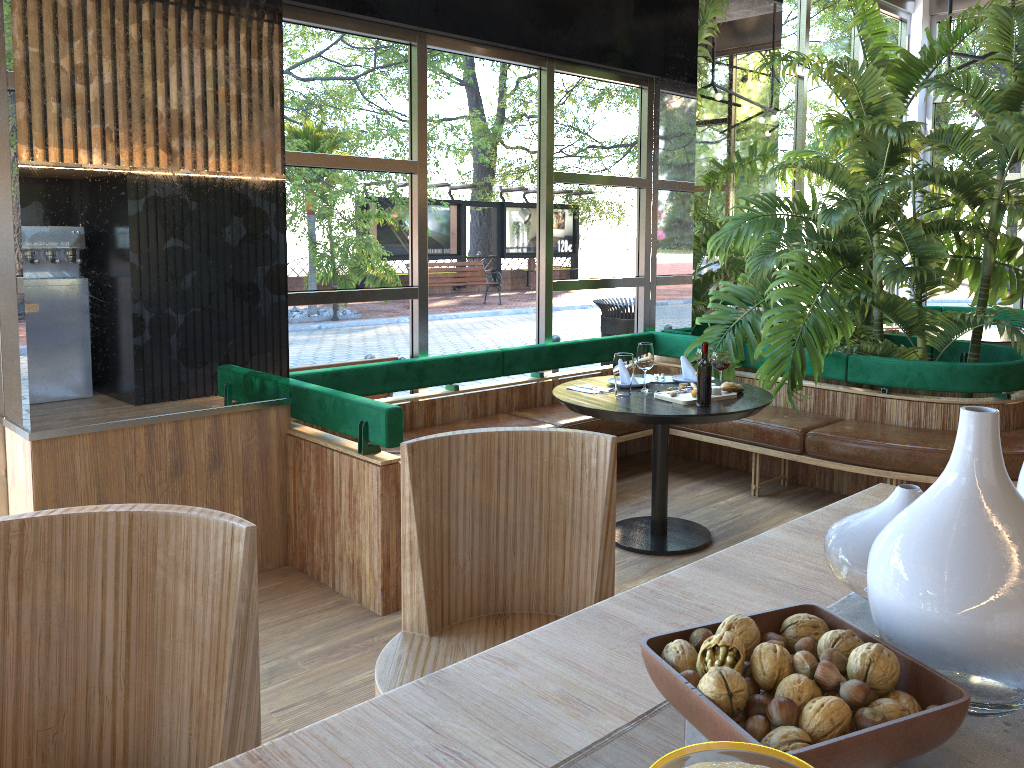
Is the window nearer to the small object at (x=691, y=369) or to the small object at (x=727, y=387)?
the small object at (x=691, y=369)

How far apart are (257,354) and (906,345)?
4.4 meters

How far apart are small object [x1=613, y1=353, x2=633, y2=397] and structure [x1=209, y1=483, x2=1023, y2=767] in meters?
2.5 m

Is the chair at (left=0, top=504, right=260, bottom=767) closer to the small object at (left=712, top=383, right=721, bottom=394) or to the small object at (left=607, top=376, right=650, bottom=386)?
the small object at (left=712, top=383, right=721, bottom=394)

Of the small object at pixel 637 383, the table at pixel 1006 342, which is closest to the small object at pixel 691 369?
the small object at pixel 637 383

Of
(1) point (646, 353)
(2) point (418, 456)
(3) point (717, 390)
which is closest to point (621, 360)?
(1) point (646, 353)

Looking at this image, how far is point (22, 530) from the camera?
1.3m

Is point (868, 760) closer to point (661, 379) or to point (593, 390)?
point (593, 390)

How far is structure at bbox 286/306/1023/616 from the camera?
3.64m

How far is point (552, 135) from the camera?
5.50m
